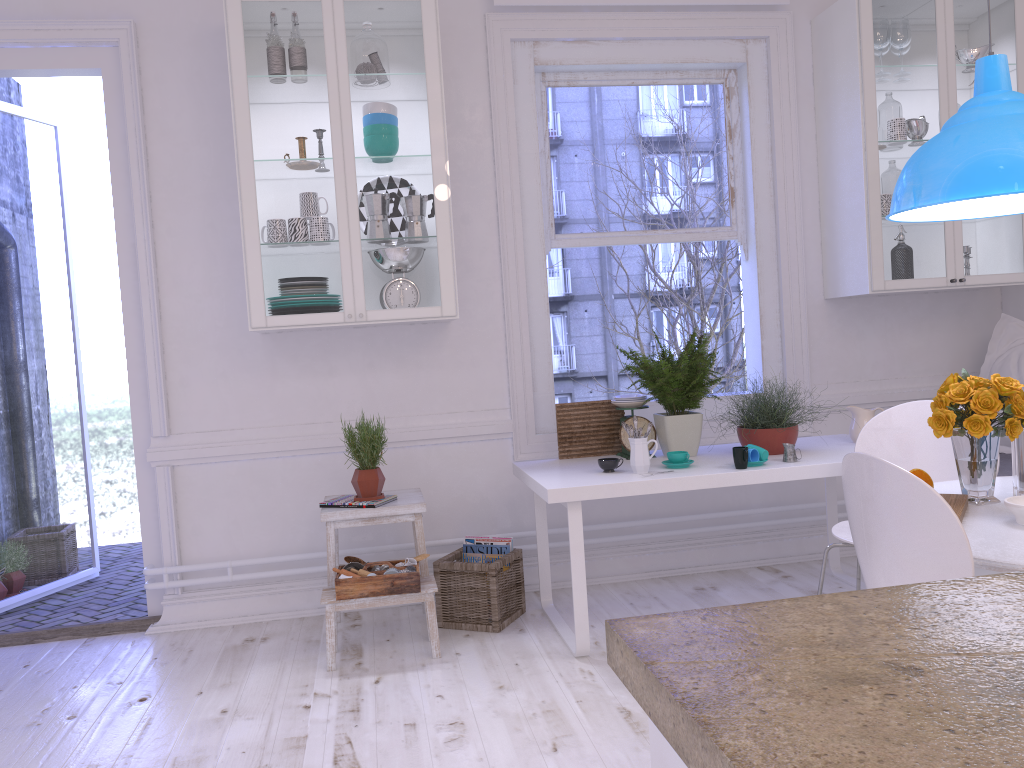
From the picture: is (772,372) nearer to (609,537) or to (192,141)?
(609,537)

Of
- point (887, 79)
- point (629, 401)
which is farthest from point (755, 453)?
point (887, 79)

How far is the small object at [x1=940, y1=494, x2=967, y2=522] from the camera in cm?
213

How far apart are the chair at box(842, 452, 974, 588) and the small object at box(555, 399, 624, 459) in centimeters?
177cm

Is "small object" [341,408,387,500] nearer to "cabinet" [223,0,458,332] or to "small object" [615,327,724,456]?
"cabinet" [223,0,458,332]

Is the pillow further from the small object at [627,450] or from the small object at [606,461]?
the small object at [606,461]

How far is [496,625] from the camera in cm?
345

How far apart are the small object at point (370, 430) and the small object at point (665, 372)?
A: 1.0m

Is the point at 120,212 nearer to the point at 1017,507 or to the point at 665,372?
the point at 665,372

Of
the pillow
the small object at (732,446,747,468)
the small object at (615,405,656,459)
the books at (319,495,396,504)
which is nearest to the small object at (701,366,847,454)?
the small object at (732,446,747,468)
